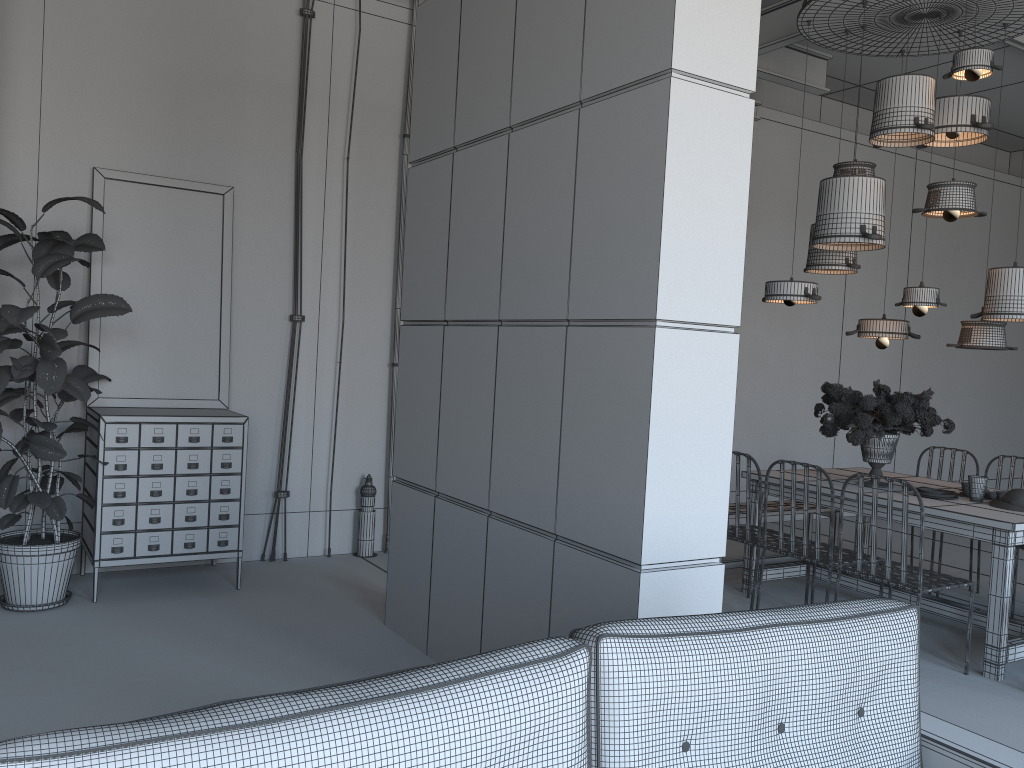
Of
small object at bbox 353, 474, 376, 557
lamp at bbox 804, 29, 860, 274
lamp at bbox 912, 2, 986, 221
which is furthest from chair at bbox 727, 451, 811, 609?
small object at bbox 353, 474, 376, 557

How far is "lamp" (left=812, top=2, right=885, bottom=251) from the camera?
5.1 meters

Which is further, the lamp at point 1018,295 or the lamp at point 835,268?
the lamp at point 835,268

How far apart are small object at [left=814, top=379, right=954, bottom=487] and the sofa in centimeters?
298cm

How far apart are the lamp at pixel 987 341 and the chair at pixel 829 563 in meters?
1.5

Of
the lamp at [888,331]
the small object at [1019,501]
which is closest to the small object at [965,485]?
the small object at [1019,501]

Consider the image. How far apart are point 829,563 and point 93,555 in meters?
3.9

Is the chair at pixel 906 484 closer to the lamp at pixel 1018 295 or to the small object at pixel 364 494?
the lamp at pixel 1018 295

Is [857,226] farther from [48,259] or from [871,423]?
[48,259]

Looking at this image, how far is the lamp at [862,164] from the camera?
5.5 meters
